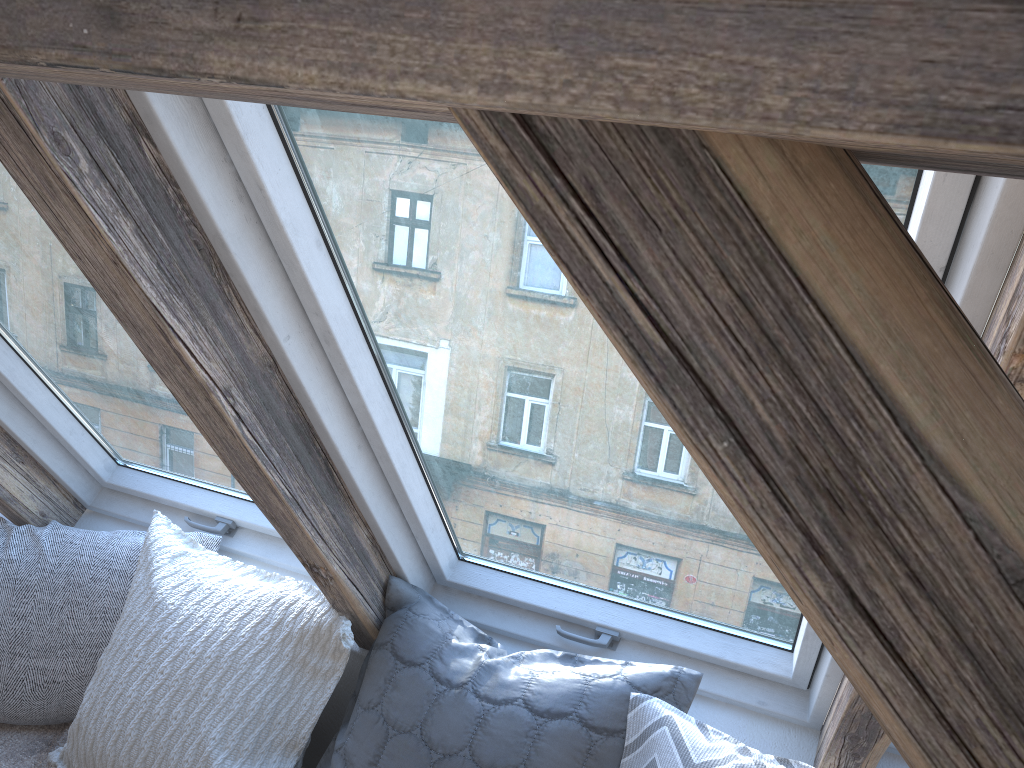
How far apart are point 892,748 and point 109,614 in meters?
1.6

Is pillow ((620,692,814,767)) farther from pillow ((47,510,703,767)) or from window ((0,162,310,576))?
window ((0,162,310,576))

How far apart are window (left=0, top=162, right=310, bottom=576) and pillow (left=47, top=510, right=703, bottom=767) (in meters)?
0.10

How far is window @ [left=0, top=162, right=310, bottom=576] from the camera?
1.5m

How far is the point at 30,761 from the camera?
1.8m

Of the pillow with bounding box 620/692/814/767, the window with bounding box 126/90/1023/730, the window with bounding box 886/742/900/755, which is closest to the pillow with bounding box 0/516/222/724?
the window with bounding box 126/90/1023/730

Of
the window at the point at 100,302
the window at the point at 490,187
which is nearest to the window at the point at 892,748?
the window at the point at 490,187

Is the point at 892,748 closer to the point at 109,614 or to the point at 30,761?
the point at 109,614

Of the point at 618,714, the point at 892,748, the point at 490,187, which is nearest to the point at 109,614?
the point at 618,714

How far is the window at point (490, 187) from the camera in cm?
100
